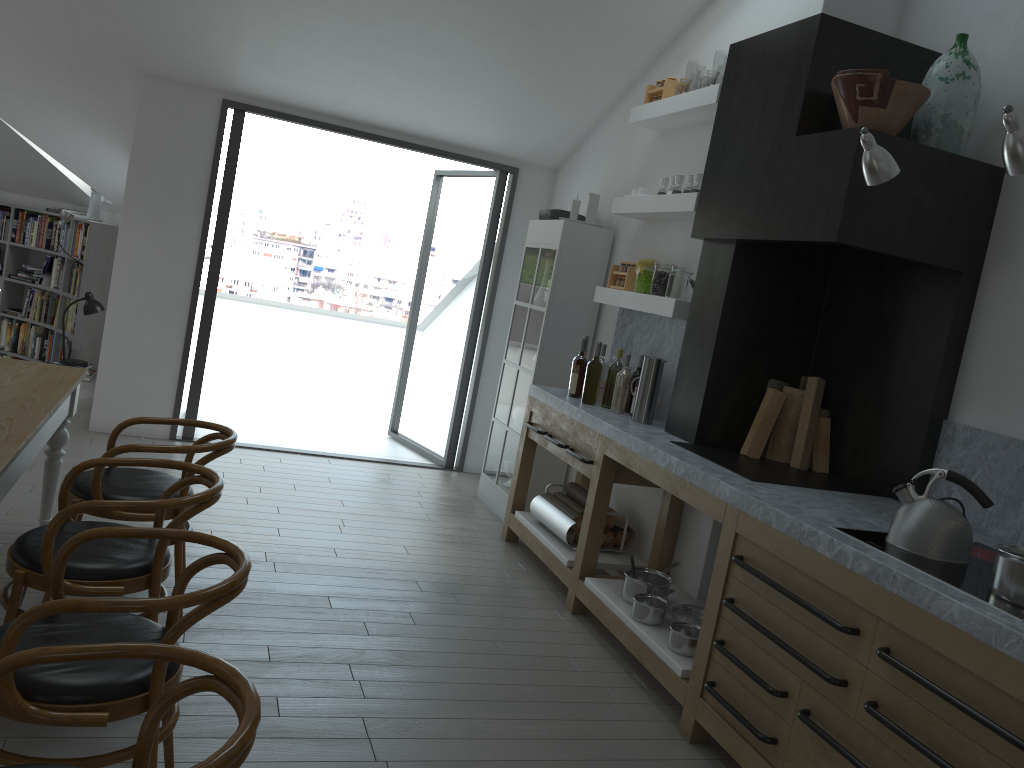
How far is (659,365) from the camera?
4.5m

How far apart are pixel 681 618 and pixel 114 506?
2.39m

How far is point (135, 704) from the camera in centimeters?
207cm

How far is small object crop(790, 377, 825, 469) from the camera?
3.97m

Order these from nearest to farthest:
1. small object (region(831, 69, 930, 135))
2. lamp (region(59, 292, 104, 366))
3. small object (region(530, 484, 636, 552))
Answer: small object (region(831, 69, 930, 135)) → small object (region(530, 484, 636, 552)) → lamp (region(59, 292, 104, 366))

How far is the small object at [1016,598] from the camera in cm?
236

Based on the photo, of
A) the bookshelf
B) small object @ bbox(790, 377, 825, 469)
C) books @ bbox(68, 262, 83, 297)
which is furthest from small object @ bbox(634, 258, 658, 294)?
books @ bbox(68, 262, 83, 297)

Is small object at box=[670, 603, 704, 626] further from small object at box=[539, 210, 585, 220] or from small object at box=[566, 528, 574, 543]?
small object at box=[539, 210, 585, 220]

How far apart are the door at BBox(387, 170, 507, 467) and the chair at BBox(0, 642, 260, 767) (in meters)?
5.18

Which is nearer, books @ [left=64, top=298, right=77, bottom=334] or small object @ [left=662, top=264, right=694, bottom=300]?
small object @ [left=662, top=264, right=694, bottom=300]
